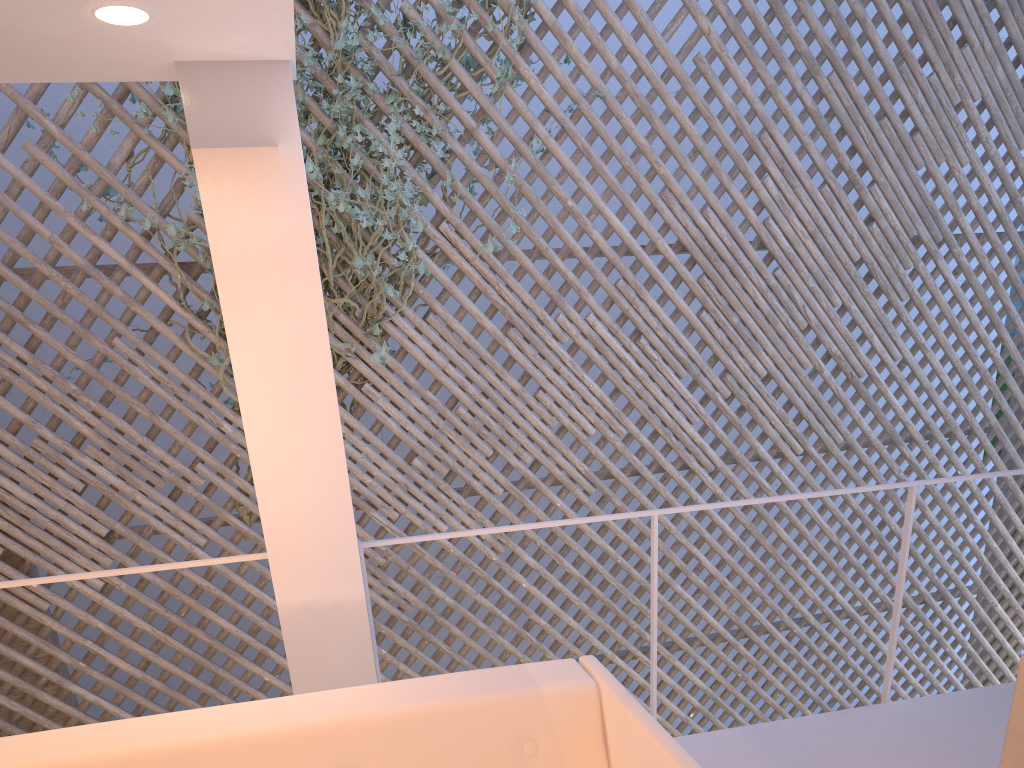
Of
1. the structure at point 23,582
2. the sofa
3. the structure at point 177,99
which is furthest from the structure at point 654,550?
the structure at point 177,99

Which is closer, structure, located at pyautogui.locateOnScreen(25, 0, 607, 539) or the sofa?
the sofa

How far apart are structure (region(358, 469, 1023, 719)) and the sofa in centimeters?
38cm

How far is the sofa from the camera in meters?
1.0

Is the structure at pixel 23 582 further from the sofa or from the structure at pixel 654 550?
the sofa

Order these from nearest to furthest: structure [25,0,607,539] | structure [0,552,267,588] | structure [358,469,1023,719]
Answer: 1. structure [0,552,267,588]
2. structure [358,469,1023,719]
3. structure [25,0,607,539]

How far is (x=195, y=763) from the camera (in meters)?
1.00

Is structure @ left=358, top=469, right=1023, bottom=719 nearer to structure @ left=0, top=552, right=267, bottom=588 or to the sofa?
structure @ left=0, top=552, right=267, bottom=588

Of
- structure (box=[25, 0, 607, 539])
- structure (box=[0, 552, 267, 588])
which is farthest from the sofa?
structure (box=[25, 0, 607, 539])

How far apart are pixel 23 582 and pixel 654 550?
1.1m
